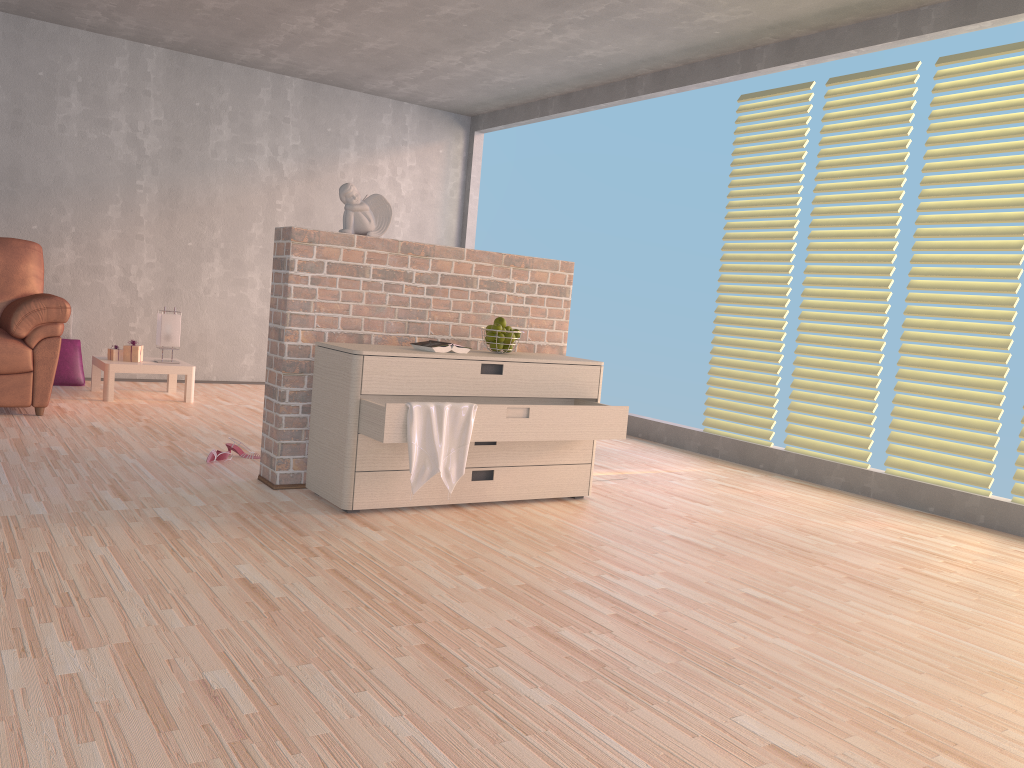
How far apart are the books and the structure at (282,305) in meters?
0.3

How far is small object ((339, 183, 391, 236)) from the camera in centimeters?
369cm

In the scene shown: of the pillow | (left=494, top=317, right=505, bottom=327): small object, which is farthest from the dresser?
the pillow

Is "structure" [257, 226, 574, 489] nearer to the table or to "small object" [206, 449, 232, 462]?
"small object" [206, 449, 232, 462]

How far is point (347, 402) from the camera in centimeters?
327cm

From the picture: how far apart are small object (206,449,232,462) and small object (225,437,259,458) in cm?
11

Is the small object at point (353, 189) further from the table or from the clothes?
the table

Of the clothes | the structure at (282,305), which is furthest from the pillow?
the clothes

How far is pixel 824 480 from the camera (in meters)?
4.81

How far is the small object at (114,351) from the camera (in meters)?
5.73
